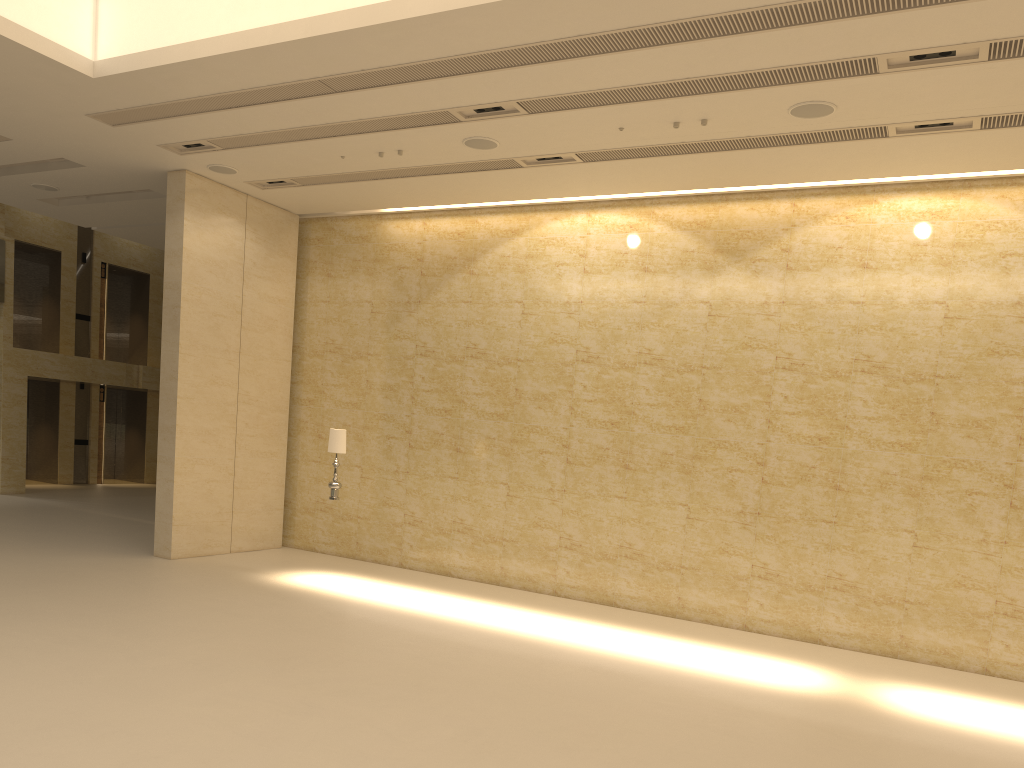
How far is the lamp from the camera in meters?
12.4

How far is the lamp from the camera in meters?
12.4

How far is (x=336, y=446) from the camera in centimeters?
1236cm
